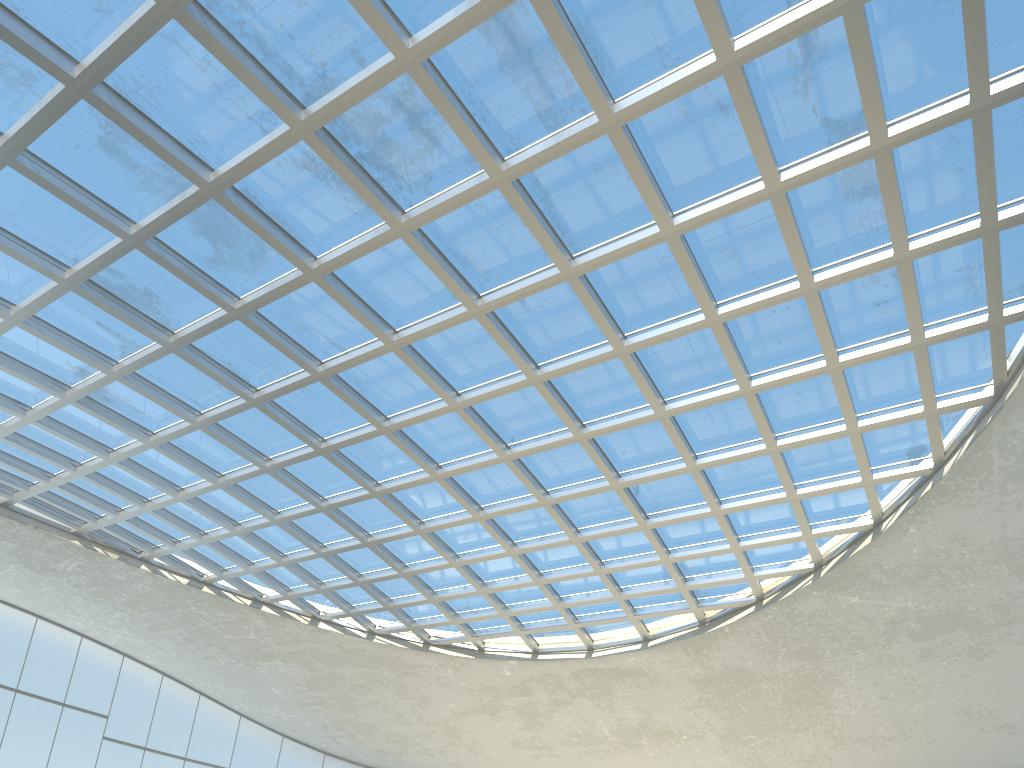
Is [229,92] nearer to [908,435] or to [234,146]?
[234,146]

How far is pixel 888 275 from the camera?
41.81m
